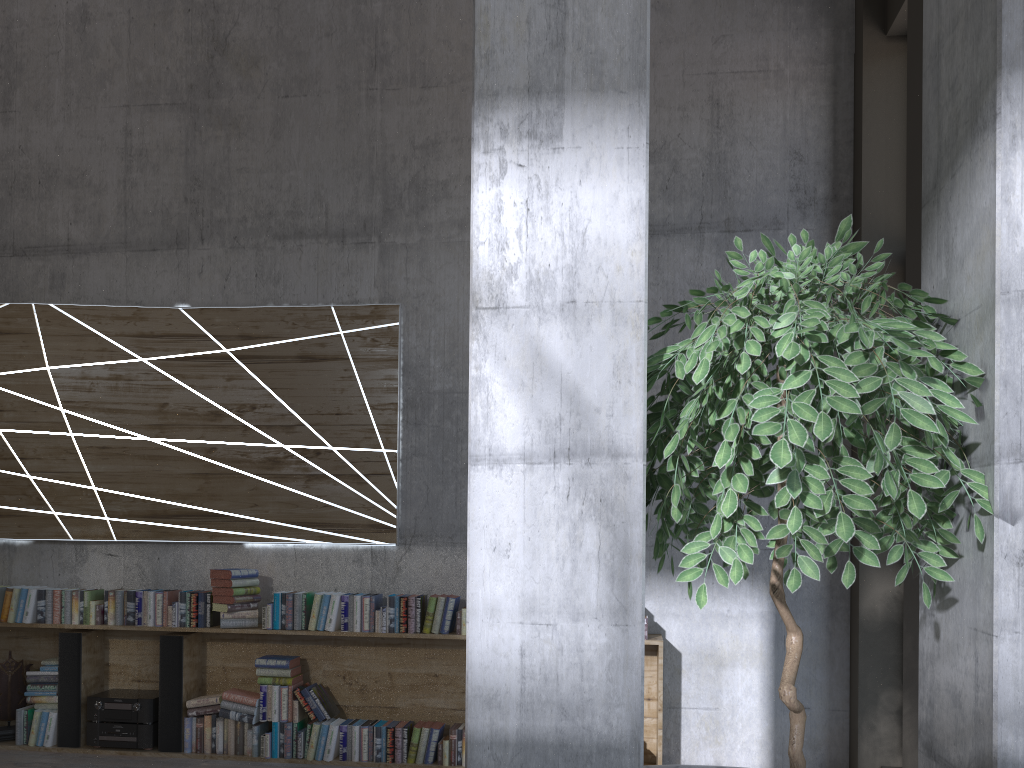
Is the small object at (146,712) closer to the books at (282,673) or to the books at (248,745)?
the books at (248,745)

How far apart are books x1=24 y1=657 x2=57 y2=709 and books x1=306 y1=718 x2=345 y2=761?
1.69m

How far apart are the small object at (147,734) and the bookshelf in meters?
0.0

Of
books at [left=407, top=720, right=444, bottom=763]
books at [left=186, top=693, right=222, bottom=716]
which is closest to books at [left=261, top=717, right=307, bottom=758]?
books at [left=186, top=693, right=222, bottom=716]

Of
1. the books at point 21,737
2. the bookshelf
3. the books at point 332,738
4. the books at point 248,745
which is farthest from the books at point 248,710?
the books at point 21,737

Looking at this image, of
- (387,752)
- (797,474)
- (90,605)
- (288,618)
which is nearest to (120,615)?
(90,605)

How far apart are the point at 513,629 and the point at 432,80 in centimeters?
468cm

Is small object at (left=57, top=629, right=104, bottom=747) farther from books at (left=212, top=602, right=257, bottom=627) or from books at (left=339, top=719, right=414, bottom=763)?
books at (left=339, top=719, right=414, bottom=763)

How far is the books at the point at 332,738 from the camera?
5.0 meters

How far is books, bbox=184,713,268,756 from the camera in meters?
5.2 m
